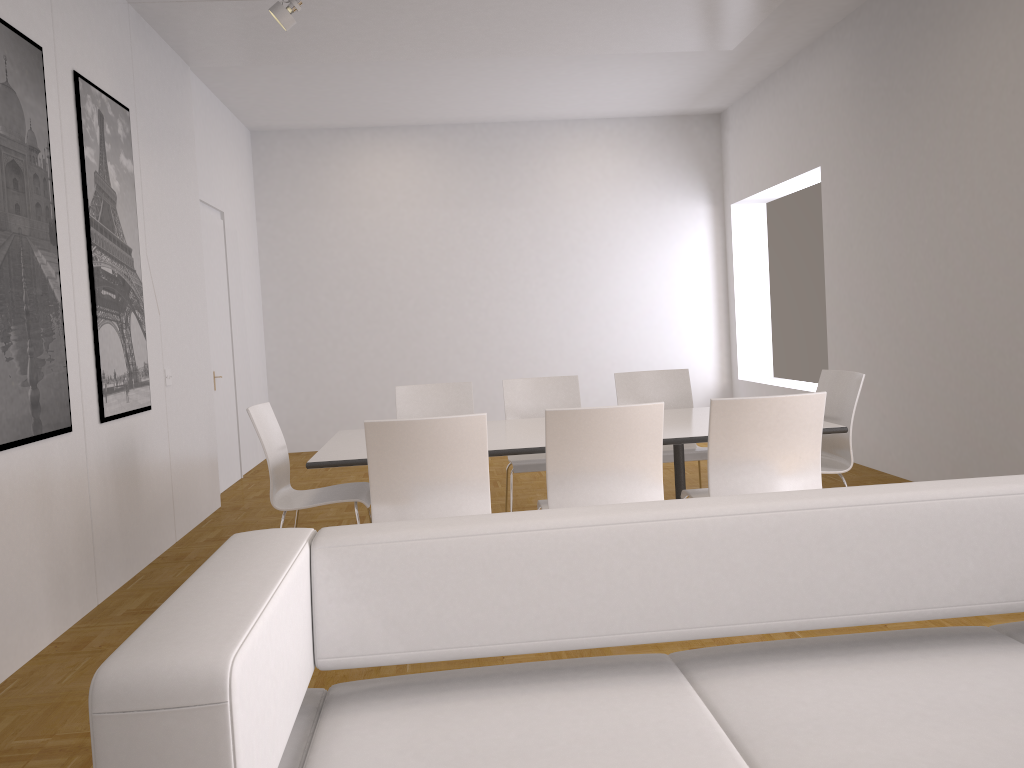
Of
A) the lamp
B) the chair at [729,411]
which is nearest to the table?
the chair at [729,411]

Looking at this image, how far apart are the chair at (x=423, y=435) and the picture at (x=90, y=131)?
1.9m

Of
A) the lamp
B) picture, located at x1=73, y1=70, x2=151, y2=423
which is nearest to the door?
picture, located at x1=73, y1=70, x2=151, y2=423

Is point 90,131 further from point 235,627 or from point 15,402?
point 235,627

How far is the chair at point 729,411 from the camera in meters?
3.5 m

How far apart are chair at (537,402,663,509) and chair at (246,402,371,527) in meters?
0.9

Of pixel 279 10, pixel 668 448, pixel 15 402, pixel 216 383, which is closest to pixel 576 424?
pixel 668 448

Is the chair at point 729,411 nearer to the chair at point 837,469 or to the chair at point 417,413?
the chair at point 837,469

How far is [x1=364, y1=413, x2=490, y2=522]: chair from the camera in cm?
341

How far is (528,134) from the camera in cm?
974
